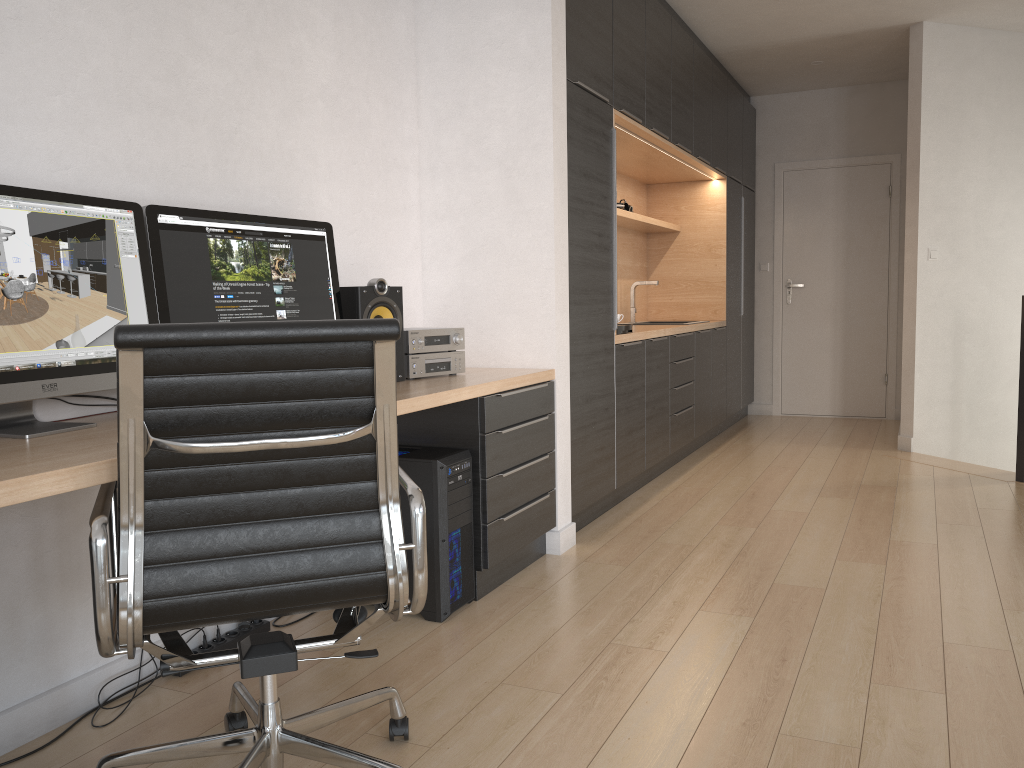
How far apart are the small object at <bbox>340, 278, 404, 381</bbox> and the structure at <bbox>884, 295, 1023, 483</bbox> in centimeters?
356cm

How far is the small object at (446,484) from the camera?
2.8 meters

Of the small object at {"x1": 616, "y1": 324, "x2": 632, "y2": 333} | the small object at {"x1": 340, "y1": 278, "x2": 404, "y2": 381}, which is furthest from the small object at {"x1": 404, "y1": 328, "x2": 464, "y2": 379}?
the small object at {"x1": 616, "y1": 324, "x2": 632, "y2": 333}

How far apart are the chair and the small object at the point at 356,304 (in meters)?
1.21

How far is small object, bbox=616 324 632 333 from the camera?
4.33m

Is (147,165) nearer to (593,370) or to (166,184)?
(166,184)

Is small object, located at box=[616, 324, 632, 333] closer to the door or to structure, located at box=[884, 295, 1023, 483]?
structure, located at box=[884, 295, 1023, 483]

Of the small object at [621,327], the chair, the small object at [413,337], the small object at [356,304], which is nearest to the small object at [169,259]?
the small object at [356,304]

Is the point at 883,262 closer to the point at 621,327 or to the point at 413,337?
the point at 621,327

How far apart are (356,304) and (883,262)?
5.6 meters
